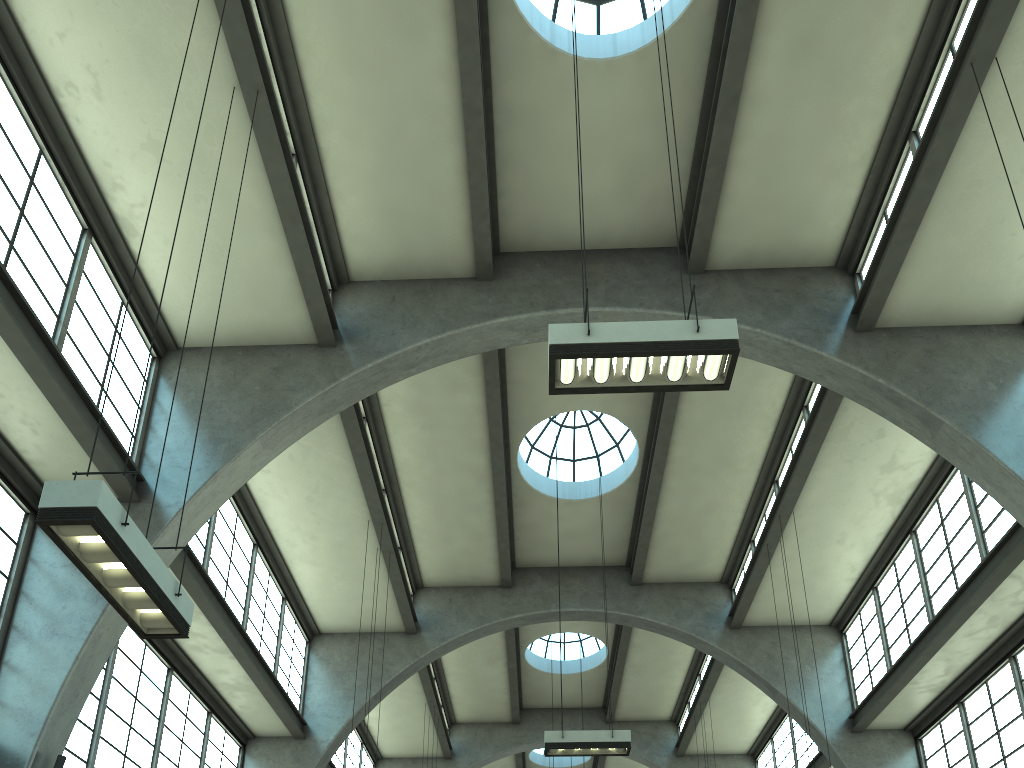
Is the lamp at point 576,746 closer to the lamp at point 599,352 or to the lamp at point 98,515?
the lamp at point 599,352

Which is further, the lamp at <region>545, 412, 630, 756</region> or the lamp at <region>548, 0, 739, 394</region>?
the lamp at <region>545, 412, 630, 756</region>

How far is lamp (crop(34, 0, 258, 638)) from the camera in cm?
544

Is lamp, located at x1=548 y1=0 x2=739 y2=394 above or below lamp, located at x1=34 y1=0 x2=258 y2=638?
above

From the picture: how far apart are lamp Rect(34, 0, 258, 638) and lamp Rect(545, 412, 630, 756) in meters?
7.8

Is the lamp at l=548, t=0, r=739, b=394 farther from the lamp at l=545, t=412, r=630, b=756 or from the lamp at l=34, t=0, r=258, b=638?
the lamp at l=545, t=412, r=630, b=756

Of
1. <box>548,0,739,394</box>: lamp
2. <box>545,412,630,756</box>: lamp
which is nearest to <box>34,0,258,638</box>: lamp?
<box>548,0,739,394</box>: lamp

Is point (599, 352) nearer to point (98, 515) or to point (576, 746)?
point (98, 515)

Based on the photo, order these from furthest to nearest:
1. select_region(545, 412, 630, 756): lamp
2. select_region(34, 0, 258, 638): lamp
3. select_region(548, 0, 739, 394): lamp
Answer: select_region(545, 412, 630, 756): lamp
select_region(548, 0, 739, 394): lamp
select_region(34, 0, 258, 638): lamp

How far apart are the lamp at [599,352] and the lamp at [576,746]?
7.46m
